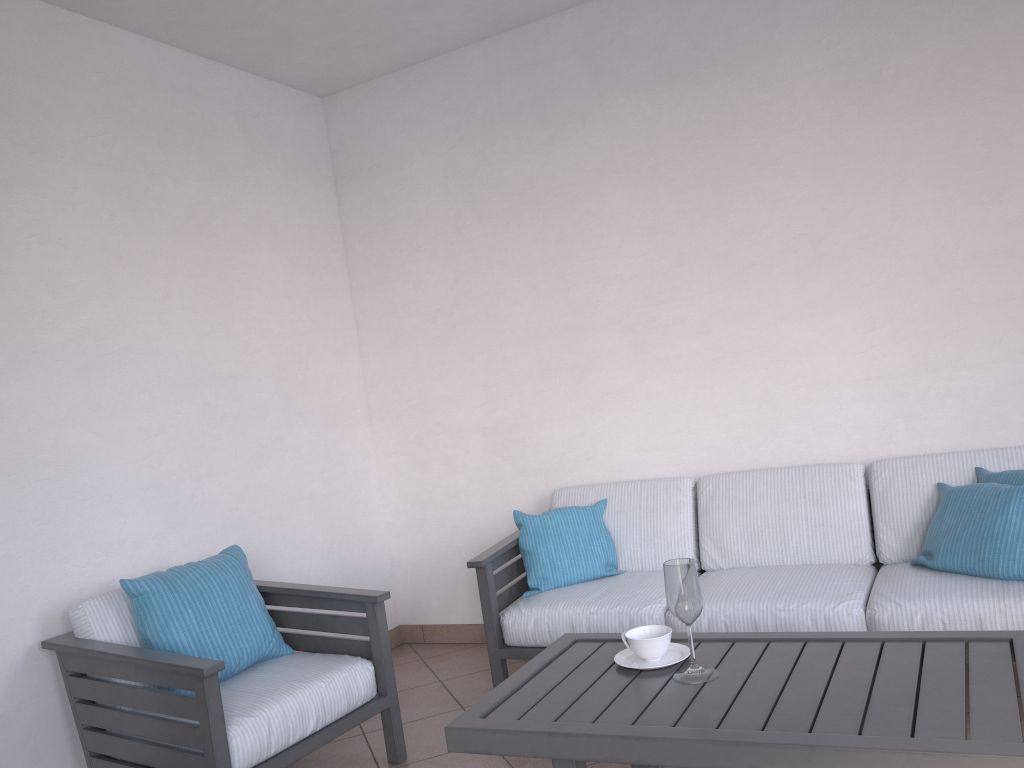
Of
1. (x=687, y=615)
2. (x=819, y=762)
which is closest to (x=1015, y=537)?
(x=687, y=615)

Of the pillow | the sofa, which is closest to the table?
the sofa

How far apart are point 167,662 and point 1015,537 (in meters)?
2.60

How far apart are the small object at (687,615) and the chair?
1.0 meters

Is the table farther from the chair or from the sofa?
the chair

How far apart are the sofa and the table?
0.6 meters

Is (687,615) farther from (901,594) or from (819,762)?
(901,594)

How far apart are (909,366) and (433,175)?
2.36m

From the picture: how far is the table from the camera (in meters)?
1.69

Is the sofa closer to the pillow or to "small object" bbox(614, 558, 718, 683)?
the pillow
